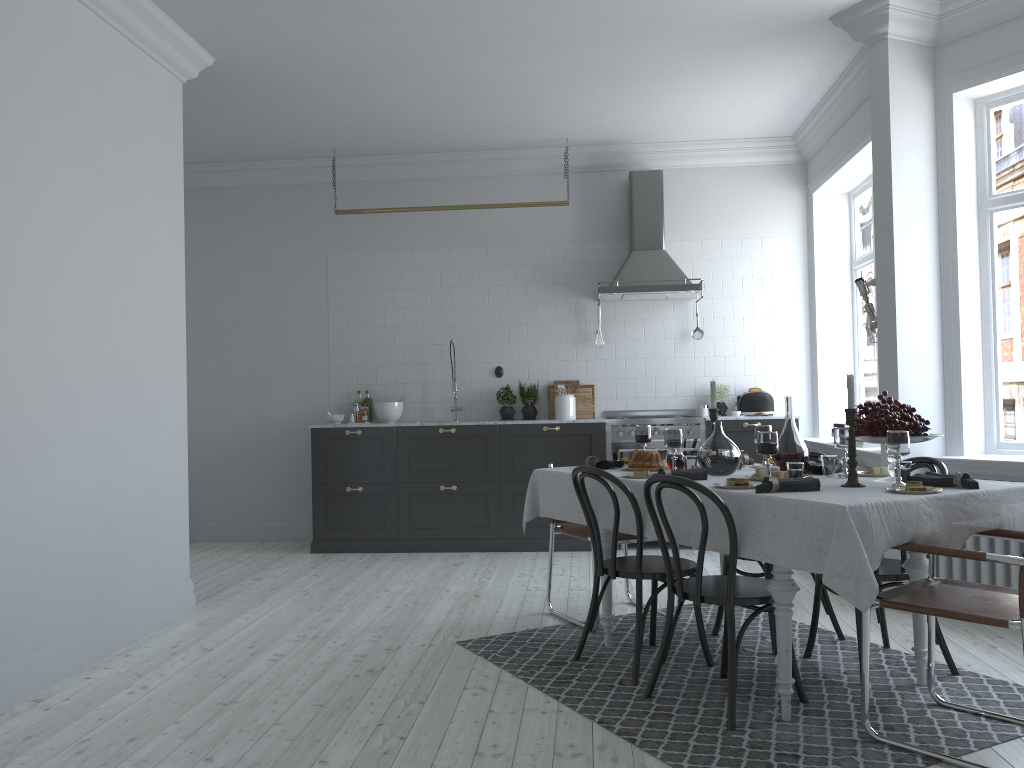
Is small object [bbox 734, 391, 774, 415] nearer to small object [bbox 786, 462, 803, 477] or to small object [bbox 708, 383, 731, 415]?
small object [bbox 708, 383, 731, 415]

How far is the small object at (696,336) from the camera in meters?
7.5

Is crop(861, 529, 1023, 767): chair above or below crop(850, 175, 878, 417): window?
below

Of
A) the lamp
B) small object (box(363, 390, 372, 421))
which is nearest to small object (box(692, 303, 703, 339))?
the lamp

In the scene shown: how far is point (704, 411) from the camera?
7.4m

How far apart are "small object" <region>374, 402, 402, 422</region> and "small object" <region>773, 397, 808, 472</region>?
4.20m

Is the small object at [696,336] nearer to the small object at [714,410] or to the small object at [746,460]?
the small object at [746,460]

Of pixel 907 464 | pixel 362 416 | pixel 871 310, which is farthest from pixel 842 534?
pixel 362 416

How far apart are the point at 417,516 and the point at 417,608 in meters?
2.0

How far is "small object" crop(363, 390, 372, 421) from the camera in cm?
769
